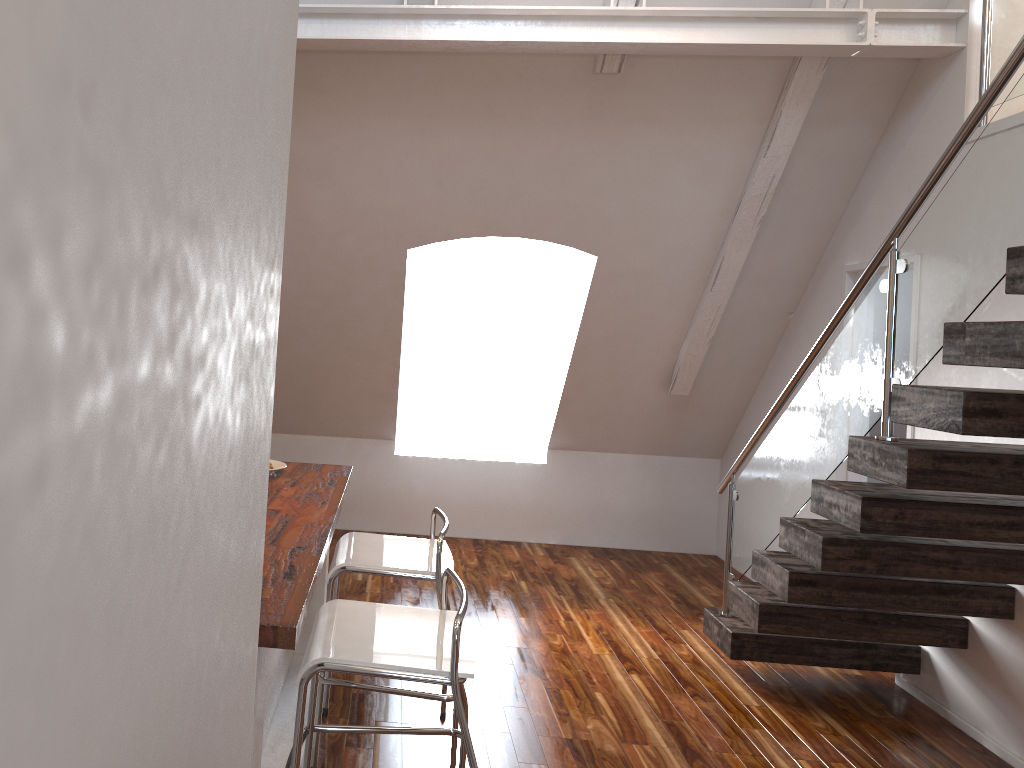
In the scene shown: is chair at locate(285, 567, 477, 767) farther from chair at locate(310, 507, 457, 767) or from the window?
the window

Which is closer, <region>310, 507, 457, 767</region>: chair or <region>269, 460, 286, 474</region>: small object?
<region>310, 507, 457, 767</region>: chair

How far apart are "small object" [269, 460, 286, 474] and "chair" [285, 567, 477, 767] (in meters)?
1.05

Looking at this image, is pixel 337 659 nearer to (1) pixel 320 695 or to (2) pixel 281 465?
(1) pixel 320 695

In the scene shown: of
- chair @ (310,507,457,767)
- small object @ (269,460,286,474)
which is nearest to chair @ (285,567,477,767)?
chair @ (310,507,457,767)

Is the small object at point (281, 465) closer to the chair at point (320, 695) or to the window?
the chair at point (320, 695)

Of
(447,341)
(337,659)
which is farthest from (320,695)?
(447,341)

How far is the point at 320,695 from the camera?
2.7m

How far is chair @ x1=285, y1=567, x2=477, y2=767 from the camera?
1.9m

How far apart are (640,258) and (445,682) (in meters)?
3.41
